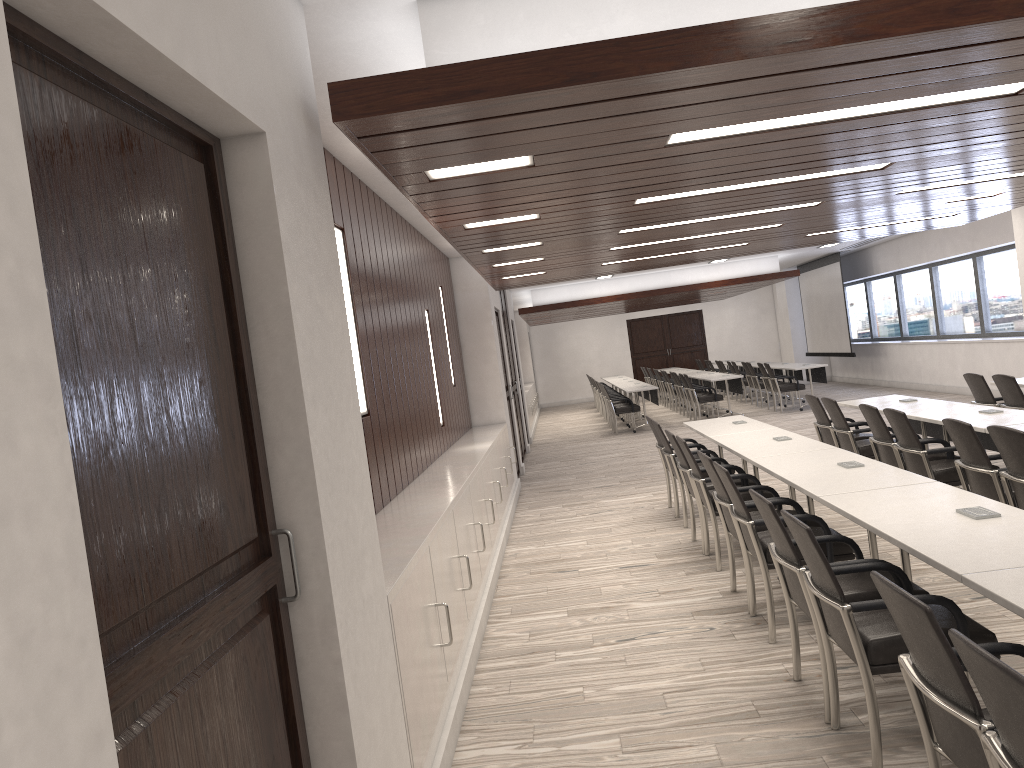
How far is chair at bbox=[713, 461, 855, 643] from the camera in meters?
4.6

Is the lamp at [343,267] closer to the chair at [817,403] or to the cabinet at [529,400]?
the chair at [817,403]

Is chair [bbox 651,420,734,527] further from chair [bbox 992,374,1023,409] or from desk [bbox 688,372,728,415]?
desk [bbox 688,372,728,415]

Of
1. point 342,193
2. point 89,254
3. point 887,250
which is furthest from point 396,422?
point 887,250

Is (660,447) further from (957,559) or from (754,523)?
(957,559)

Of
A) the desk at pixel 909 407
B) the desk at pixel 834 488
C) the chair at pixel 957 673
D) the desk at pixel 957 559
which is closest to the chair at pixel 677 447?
the desk at pixel 834 488

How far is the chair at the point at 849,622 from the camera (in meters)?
3.06

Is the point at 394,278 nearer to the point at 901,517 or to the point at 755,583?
the point at 755,583

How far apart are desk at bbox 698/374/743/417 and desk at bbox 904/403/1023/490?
8.8 meters

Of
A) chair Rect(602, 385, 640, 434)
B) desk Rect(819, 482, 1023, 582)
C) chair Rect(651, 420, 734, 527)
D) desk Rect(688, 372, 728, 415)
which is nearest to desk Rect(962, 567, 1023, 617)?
desk Rect(819, 482, 1023, 582)
